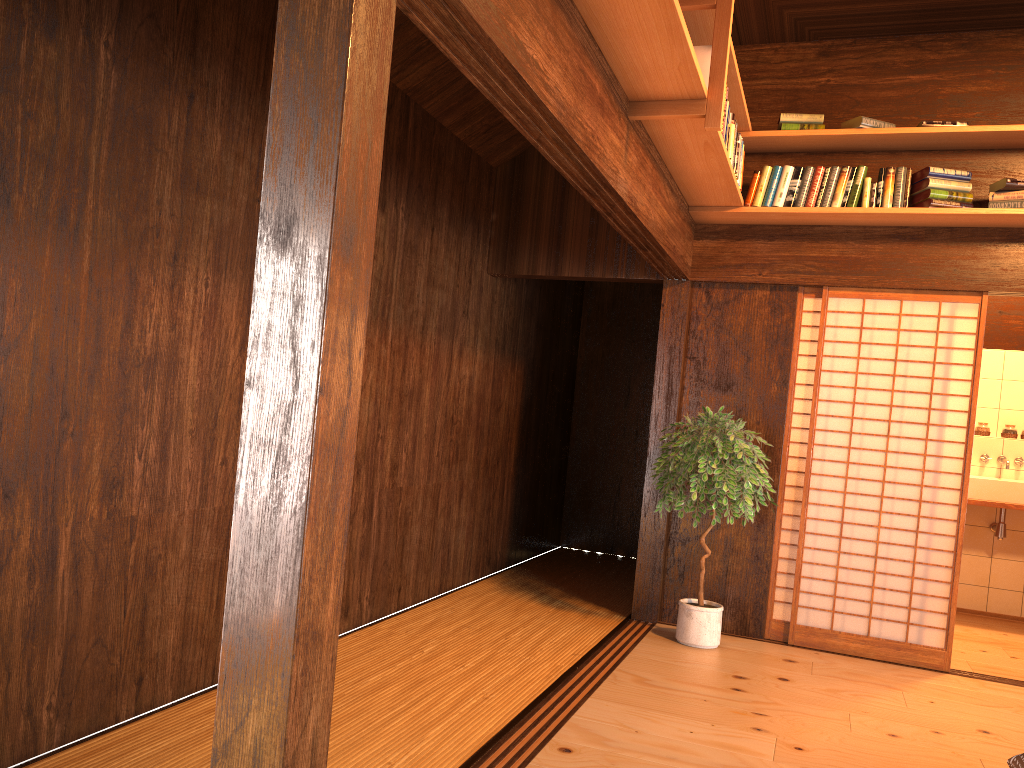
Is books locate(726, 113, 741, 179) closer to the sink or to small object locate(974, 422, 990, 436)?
the sink

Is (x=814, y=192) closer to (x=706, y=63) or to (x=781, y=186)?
(x=781, y=186)

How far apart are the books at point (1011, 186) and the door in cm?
51

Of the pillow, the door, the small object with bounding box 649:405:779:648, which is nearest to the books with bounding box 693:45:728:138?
the small object with bounding box 649:405:779:648

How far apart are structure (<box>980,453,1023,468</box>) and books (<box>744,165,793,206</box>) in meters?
3.0

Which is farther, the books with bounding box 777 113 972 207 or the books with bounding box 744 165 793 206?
the books with bounding box 744 165 793 206

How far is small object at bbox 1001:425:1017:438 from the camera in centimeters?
667cm

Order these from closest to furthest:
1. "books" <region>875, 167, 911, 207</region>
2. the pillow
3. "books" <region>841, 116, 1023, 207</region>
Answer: the pillow < "books" <region>841, 116, 1023, 207</region> < "books" <region>875, 167, 911, 207</region>

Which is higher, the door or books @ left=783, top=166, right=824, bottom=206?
books @ left=783, top=166, right=824, bottom=206

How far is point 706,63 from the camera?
3.49m
